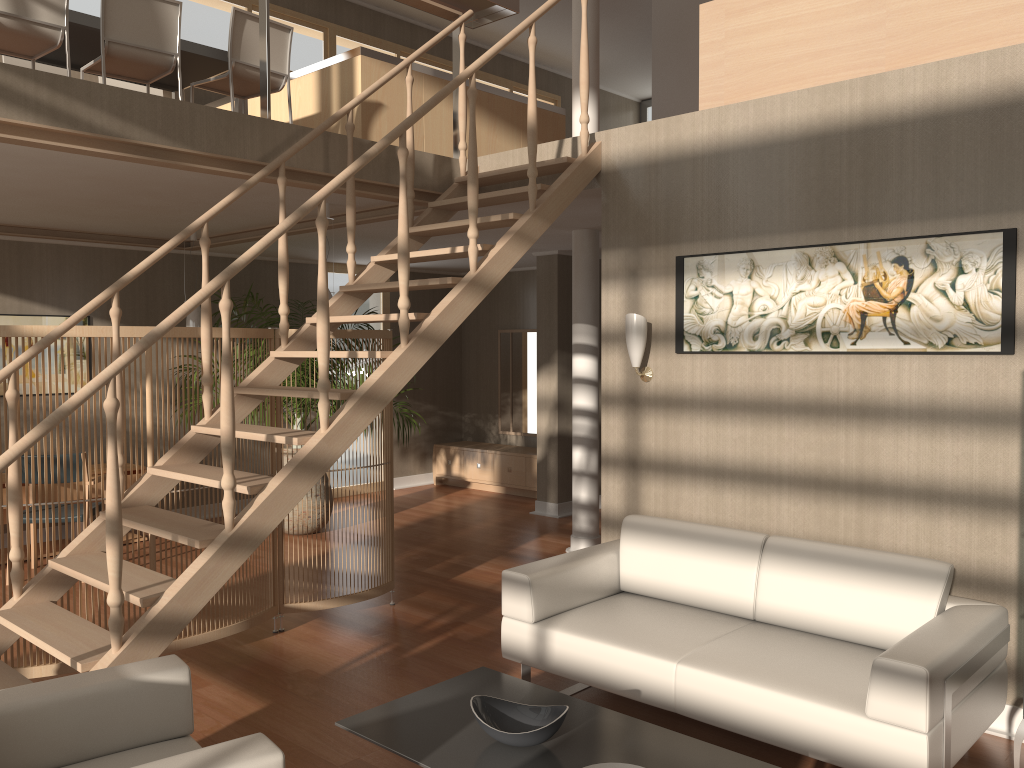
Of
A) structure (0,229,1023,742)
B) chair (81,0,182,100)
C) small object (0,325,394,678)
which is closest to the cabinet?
structure (0,229,1023,742)

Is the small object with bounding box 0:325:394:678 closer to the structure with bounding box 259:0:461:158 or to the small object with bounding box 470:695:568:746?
the structure with bounding box 259:0:461:158

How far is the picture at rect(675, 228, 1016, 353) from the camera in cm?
351

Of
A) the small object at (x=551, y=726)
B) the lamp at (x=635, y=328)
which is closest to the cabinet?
the lamp at (x=635, y=328)

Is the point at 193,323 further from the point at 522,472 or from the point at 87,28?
the point at 522,472

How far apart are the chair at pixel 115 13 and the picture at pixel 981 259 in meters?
3.1

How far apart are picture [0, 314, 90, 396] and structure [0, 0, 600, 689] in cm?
357

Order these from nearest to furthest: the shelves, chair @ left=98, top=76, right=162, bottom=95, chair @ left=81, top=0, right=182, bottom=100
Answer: the shelves → chair @ left=81, top=0, right=182, bottom=100 → chair @ left=98, top=76, right=162, bottom=95

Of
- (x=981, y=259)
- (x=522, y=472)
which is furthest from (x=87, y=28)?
(x=522, y=472)

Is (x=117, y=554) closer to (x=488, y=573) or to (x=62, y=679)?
(x=62, y=679)
